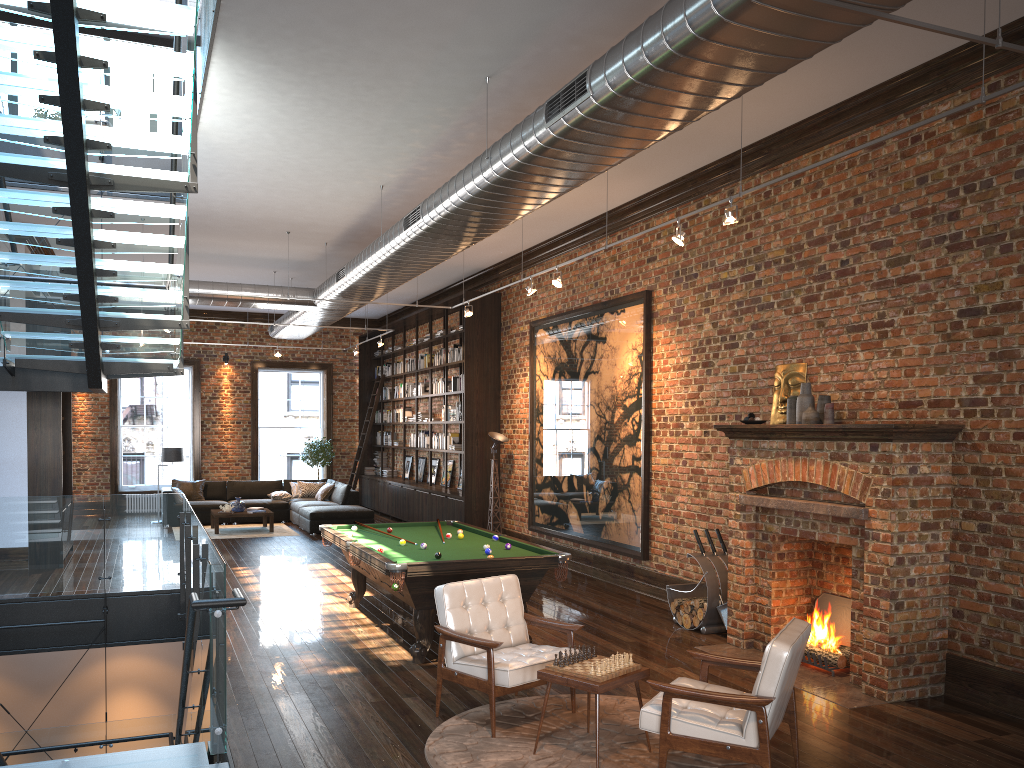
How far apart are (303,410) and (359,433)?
20.6m

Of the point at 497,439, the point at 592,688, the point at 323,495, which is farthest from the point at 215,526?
Answer: the point at 592,688

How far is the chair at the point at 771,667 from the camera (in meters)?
4.18

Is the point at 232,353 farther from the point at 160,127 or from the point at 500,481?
the point at 160,127

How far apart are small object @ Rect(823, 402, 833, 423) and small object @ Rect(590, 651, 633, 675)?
3.0m

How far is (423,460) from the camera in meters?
17.8 m

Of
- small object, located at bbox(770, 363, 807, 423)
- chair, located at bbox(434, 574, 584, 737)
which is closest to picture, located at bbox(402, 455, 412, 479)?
small object, located at bbox(770, 363, 807, 423)

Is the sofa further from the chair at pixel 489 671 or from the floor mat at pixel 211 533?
the chair at pixel 489 671

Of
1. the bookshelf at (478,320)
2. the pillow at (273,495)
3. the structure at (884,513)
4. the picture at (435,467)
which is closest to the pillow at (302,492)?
the pillow at (273,495)

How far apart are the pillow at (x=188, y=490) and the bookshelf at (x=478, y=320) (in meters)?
3.57
